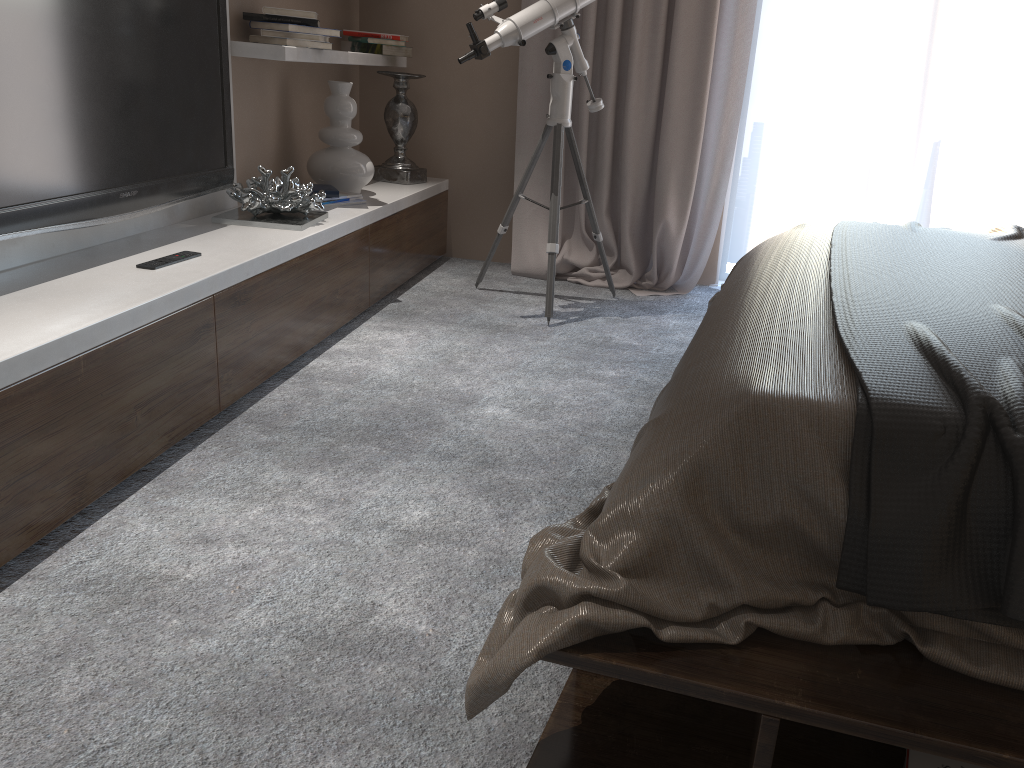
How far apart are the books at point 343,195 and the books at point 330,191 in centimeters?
6cm

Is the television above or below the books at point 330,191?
above

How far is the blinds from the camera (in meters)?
3.82

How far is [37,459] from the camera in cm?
171

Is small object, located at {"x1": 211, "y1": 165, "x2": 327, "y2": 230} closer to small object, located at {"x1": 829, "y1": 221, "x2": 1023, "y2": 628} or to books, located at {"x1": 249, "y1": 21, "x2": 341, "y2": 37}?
books, located at {"x1": 249, "y1": 21, "x2": 341, "y2": 37}

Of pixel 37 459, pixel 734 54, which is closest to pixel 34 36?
pixel 37 459

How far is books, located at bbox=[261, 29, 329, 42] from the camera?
3.1m

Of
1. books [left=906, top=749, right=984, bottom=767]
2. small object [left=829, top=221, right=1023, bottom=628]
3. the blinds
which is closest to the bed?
small object [left=829, top=221, right=1023, bottom=628]

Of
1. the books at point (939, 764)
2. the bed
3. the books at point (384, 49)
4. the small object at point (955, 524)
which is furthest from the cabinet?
the books at point (939, 764)

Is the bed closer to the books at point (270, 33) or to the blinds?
the blinds
